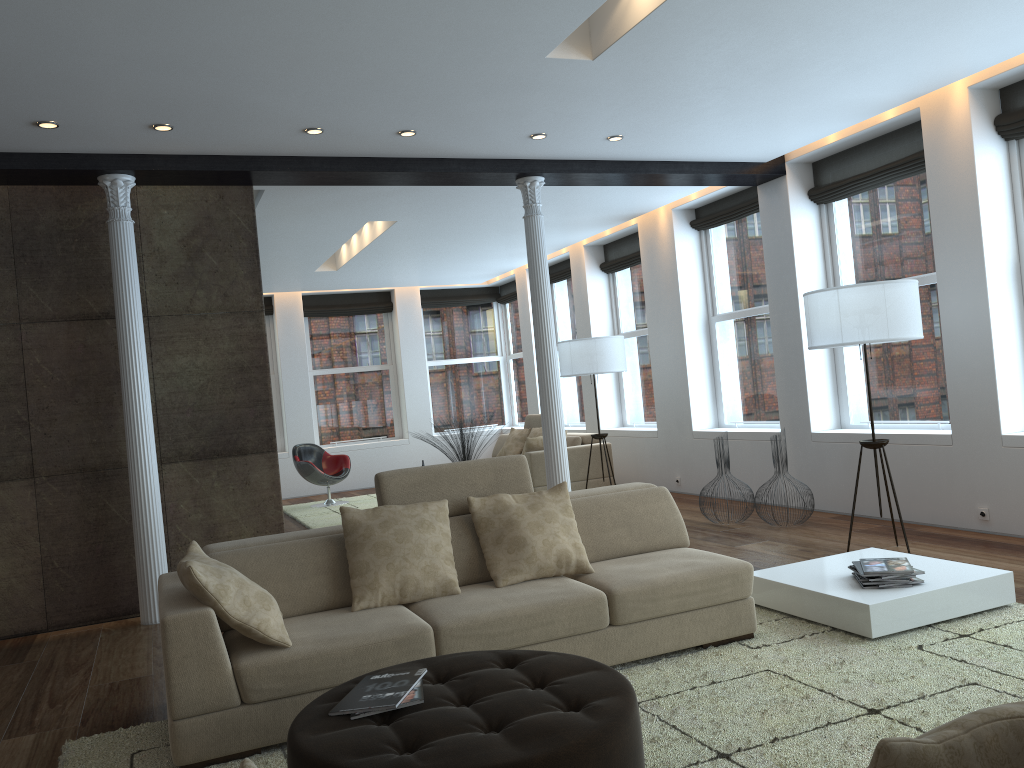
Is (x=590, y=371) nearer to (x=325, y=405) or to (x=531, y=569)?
(x=531, y=569)

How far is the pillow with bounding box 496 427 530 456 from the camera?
11.04m

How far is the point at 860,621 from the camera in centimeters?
397cm

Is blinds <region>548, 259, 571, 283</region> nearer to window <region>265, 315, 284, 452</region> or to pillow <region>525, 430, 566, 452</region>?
pillow <region>525, 430, 566, 452</region>

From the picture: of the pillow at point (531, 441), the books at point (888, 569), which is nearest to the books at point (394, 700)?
the books at point (888, 569)

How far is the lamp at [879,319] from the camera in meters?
5.4 m

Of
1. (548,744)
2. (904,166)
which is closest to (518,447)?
(904,166)

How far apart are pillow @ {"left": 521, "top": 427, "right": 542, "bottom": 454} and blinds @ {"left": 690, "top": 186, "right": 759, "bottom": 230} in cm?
305

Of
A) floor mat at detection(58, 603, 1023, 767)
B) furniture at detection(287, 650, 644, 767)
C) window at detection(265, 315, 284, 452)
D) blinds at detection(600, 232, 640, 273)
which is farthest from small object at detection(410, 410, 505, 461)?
furniture at detection(287, 650, 644, 767)

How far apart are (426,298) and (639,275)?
4.51m
